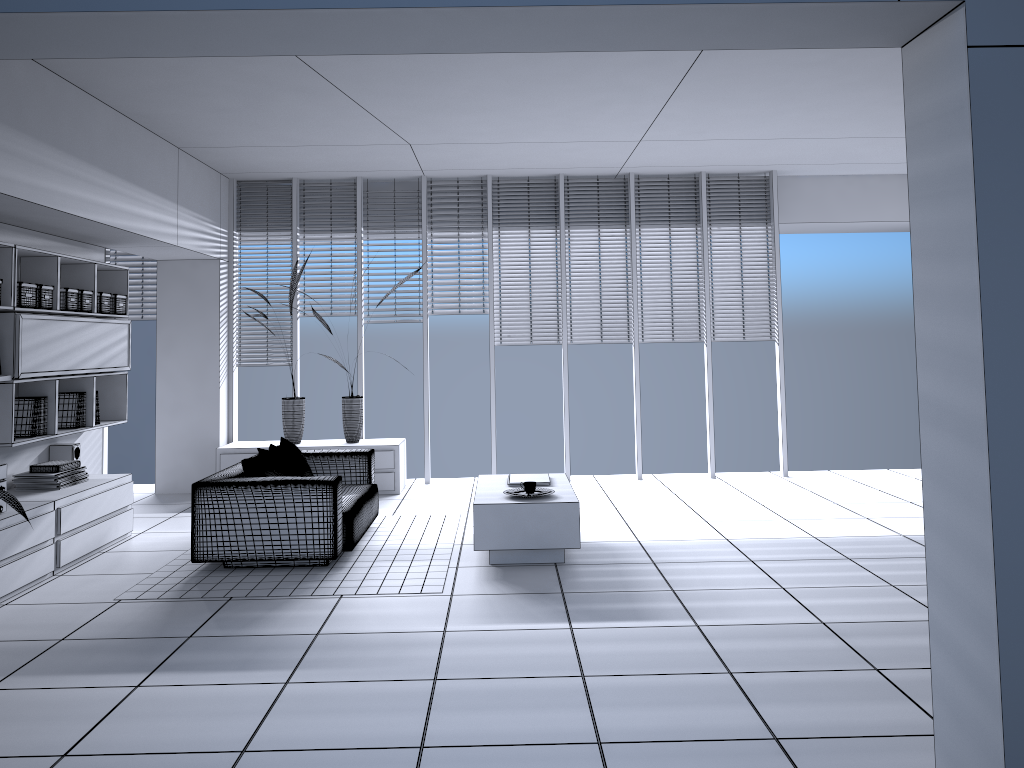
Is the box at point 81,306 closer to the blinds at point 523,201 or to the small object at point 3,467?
the small object at point 3,467

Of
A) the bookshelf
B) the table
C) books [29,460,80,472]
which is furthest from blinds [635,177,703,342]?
books [29,460,80,472]

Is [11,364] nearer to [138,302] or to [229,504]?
[229,504]

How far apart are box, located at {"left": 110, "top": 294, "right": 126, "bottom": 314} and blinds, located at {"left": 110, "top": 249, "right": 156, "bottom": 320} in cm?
191

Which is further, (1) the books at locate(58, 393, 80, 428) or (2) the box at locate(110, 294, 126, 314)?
(2) the box at locate(110, 294, 126, 314)

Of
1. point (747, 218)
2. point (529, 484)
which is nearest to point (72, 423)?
point (529, 484)

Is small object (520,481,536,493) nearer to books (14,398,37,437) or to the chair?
the chair

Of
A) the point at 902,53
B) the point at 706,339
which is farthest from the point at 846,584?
the point at 706,339

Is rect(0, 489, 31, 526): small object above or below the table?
above

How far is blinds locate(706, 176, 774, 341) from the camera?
8.8m
